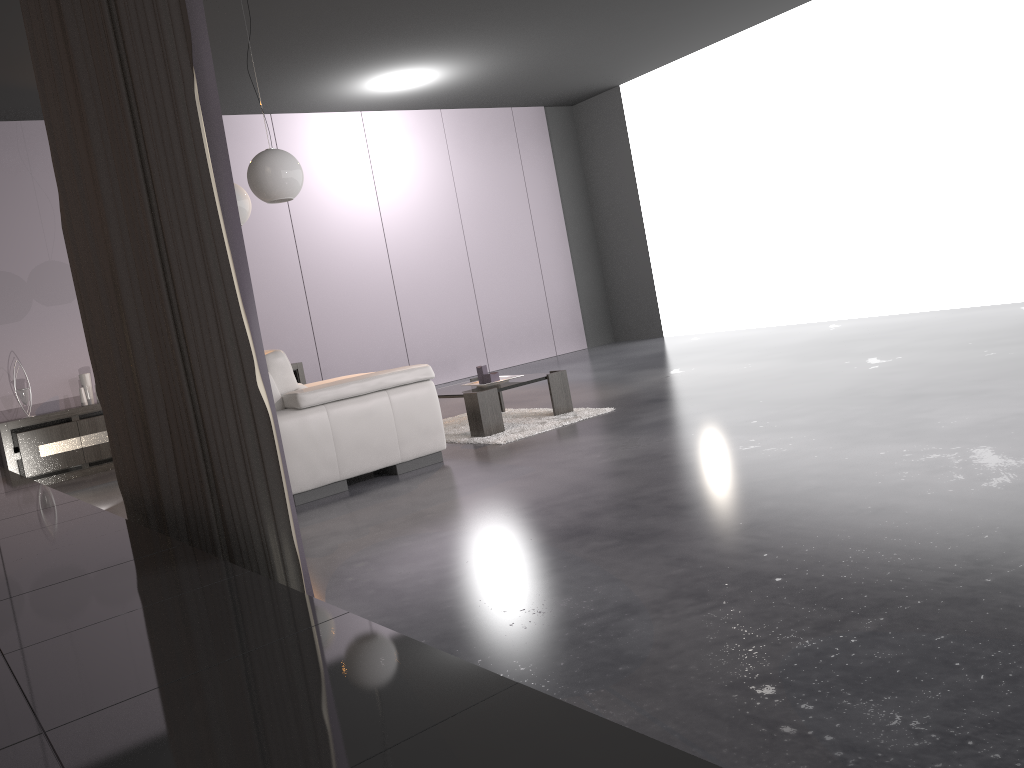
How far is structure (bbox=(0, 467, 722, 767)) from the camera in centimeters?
107cm

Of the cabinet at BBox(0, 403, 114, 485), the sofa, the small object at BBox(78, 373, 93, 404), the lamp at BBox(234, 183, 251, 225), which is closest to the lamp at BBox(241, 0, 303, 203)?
the lamp at BBox(234, 183, 251, 225)

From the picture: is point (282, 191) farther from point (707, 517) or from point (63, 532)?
point (707, 517)

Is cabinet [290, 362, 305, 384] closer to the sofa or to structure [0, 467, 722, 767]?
the sofa

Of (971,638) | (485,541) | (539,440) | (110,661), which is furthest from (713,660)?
(539,440)

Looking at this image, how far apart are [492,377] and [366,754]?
4.6 meters

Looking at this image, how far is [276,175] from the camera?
4.7m

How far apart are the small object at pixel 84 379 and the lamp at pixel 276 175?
3.4m

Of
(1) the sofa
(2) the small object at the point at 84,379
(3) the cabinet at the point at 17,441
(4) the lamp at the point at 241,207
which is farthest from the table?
(2) the small object at the point at 84,379

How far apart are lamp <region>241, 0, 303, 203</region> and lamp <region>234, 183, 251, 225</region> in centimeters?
62cm
